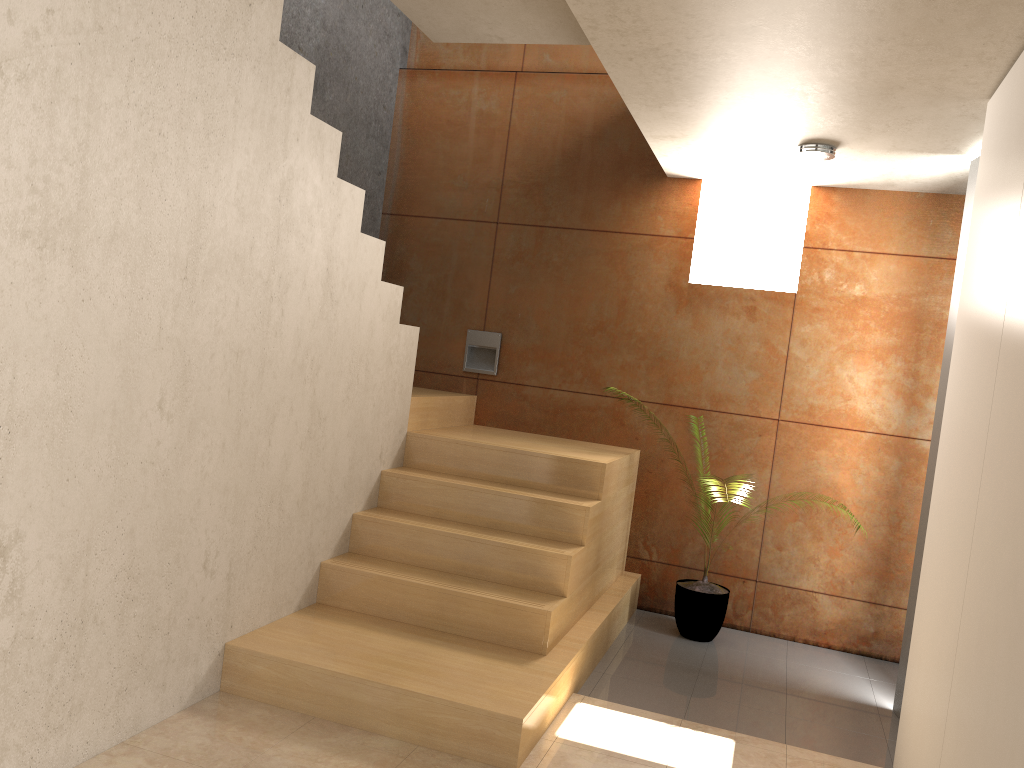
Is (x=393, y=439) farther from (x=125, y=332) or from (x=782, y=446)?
(x=782, y=446)

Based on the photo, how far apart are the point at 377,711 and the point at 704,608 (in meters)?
2.17

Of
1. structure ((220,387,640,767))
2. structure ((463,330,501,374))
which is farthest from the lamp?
structure ((463,330,501,374))

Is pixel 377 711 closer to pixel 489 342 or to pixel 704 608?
pixel 704 608

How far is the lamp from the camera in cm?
408

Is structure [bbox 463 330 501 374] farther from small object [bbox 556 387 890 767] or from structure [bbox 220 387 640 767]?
small object [bbox 556 387 890 767]

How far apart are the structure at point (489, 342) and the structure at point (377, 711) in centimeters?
21cm

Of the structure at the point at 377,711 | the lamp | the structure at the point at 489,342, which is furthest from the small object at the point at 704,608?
the lamp

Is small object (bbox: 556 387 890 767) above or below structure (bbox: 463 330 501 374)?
below

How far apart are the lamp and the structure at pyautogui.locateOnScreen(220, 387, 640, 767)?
1.7 meters
